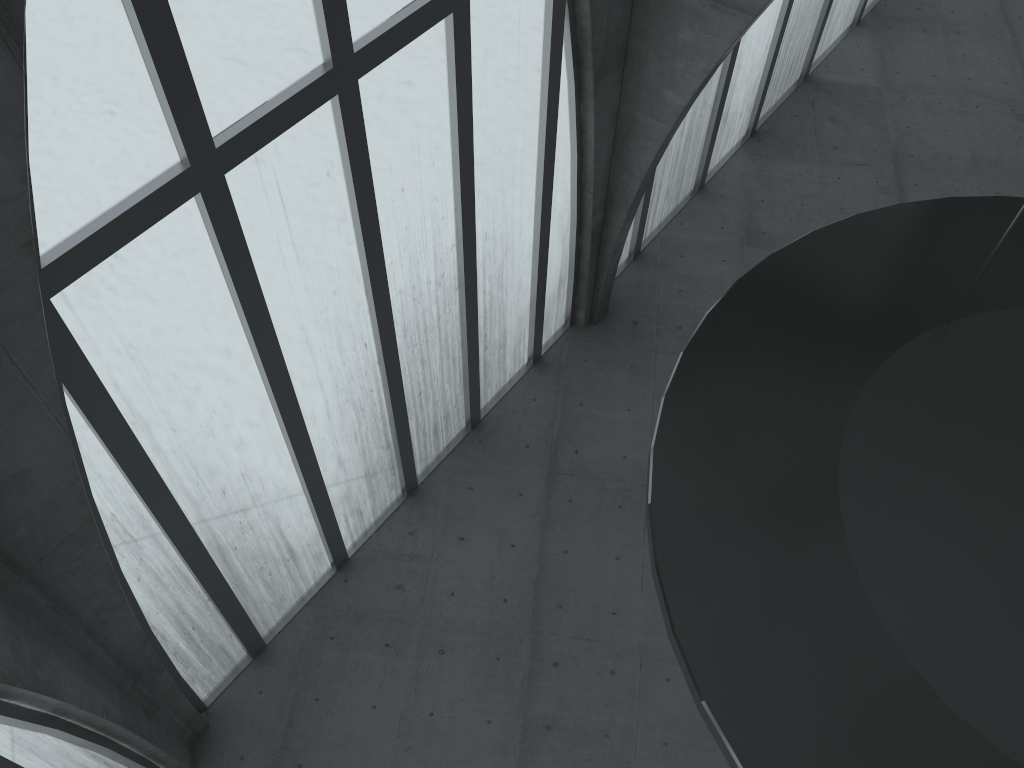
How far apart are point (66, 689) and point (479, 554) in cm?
1248

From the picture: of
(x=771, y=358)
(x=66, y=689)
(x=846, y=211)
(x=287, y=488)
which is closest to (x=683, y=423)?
(x=771, y=358)
